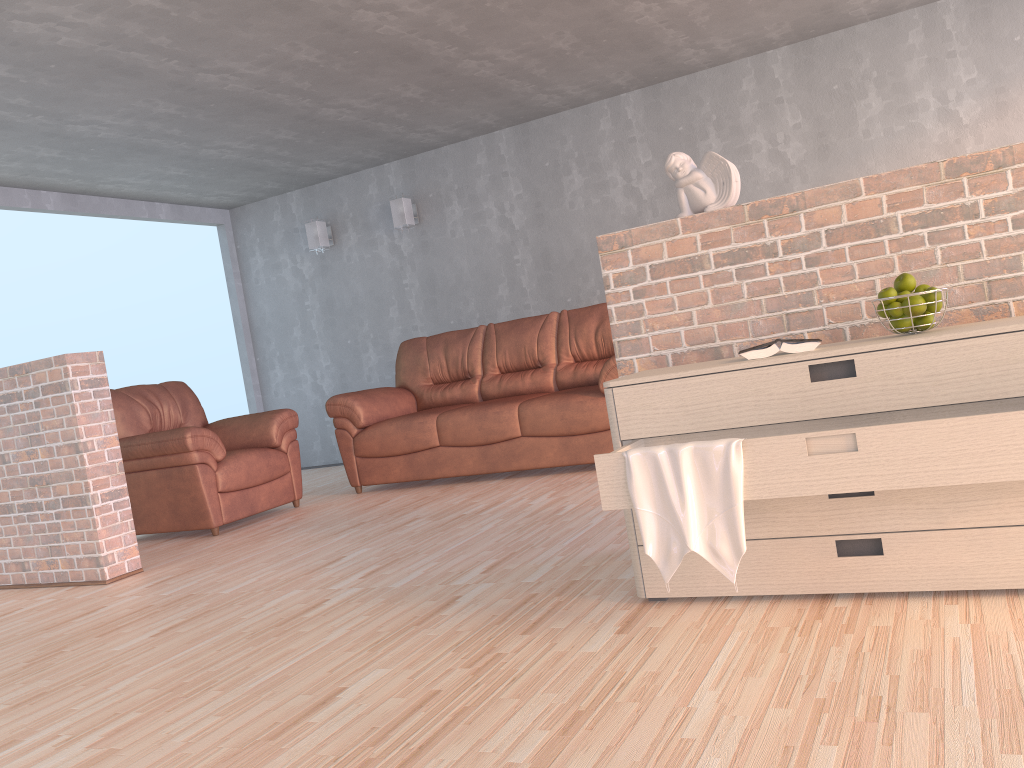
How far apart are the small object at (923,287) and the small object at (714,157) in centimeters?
66cm

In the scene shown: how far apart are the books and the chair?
3.4 meters

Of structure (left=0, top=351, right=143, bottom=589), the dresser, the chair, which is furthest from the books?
the chair

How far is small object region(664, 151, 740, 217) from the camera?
2.68m

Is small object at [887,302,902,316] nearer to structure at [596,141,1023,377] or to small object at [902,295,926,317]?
small object at [902,295,926,317]

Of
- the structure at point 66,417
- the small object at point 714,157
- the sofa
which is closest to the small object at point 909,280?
the small object at point 714,157

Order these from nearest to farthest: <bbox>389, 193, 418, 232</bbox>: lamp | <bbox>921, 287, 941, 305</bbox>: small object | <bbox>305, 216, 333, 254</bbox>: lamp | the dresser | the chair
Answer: the dresser
<bbox>921, 287, 941, 305</bbox>: small object
the chair
<bbox>389, 193, 418, 232</bbox>: lamp
<bbox>305, 216, 333, 254</bbox>: lamp

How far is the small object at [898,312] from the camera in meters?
2.2 m

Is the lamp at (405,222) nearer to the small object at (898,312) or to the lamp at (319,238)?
the lamp at (319,238)

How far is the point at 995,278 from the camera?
2.4m
